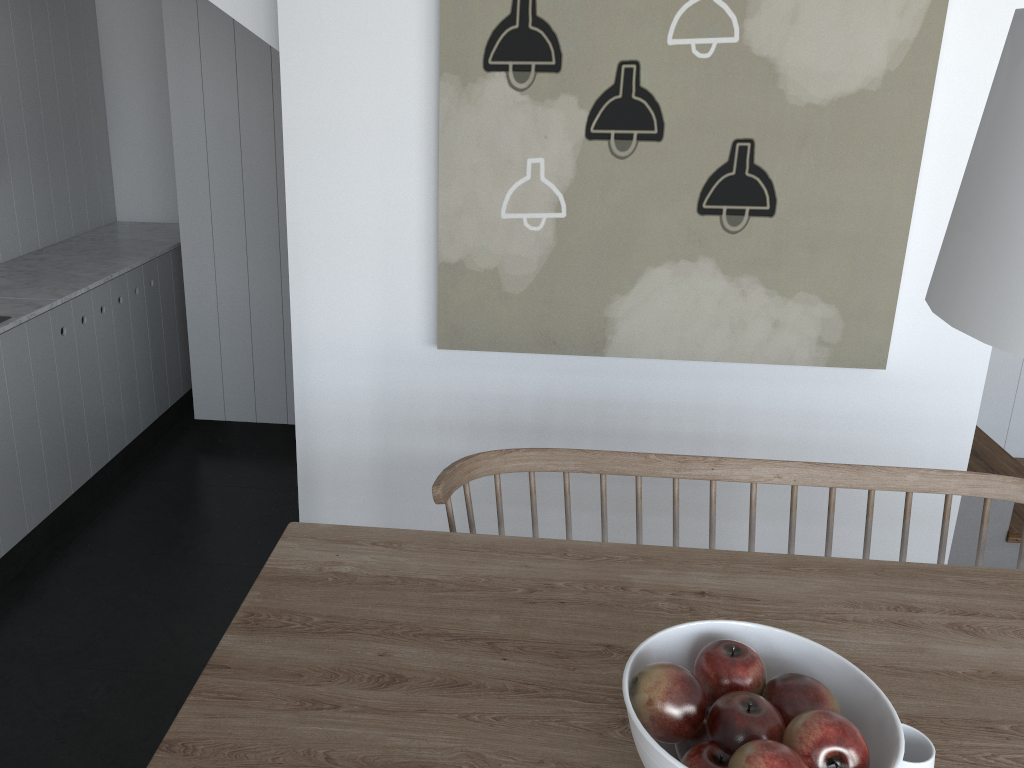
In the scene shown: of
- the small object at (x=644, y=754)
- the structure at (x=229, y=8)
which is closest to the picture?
the structure at (x=229, y=8)

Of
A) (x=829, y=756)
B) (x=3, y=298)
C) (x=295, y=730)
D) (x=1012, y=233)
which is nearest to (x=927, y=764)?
(x=829, y=756)

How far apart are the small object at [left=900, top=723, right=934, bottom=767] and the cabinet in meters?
2.9 m

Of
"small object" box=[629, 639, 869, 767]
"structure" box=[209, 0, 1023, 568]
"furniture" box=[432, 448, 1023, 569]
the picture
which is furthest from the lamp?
"structure" box=[209, 0, 1023, 568]

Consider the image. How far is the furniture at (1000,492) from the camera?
1.9 meters

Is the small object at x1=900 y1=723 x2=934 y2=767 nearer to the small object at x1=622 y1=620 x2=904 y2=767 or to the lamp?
the small object at x1=622 y1=620 x2=904 y2=767

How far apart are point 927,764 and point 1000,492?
1.00m

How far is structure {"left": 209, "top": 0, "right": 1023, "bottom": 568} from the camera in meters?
2.6 m

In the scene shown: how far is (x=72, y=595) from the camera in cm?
299

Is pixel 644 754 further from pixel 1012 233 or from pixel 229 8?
pixel 229 8
